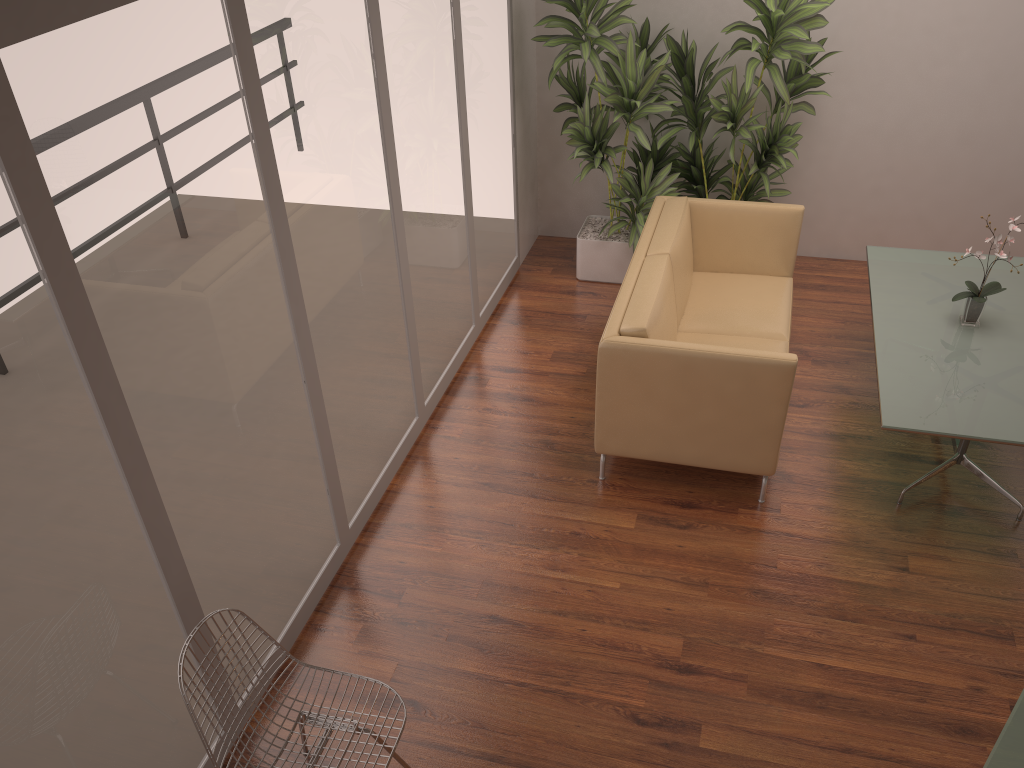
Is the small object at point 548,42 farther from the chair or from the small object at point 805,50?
the chair

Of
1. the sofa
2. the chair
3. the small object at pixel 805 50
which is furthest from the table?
the chair

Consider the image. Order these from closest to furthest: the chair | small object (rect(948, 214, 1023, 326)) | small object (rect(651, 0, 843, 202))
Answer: the chair < small object (rect(948, 214, 1023, 326)) < small object (rect(651, 0, 843, 202))

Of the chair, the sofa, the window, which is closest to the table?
the sofa

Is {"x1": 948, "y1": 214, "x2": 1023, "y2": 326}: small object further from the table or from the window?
the window

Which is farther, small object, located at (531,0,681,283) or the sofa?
small object, located at (531,0,681,283)

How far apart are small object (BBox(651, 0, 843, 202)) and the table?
0.7 meters

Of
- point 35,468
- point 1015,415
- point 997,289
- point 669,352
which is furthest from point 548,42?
point 35,468

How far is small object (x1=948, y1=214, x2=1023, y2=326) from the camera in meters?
4.4

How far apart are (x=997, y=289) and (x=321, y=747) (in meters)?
3.75
